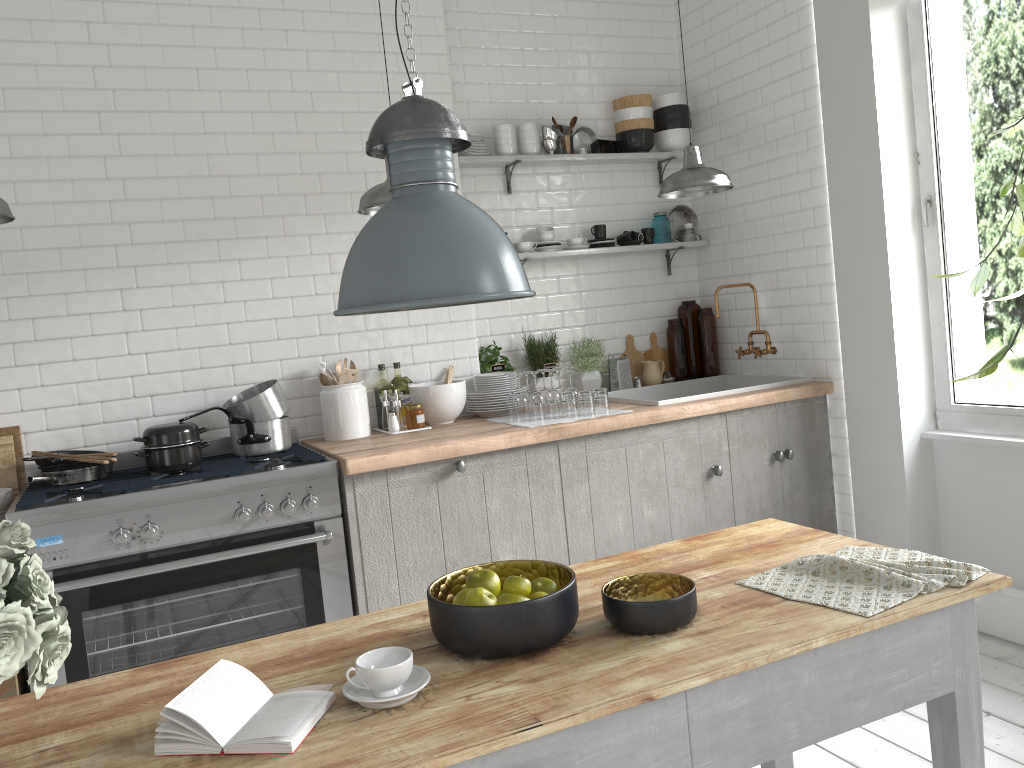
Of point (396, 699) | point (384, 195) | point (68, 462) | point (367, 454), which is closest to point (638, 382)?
point (367, 454)

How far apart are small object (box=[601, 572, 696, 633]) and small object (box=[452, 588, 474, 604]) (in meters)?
0.33

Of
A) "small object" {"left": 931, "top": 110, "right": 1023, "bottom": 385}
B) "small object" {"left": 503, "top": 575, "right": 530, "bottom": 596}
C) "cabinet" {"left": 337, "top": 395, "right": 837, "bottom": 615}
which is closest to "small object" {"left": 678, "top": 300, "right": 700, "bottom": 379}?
"cabinet" {"left": 337, "top": 395, "right": 837, "bottom": 615}

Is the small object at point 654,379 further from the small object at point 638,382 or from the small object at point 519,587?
the small object at point 519,587

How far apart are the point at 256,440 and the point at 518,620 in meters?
2.7 m

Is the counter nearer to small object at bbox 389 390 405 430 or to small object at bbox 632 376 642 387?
small object at bbox 389 390 405 430

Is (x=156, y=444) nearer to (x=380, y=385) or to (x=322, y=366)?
(x=322, y=366)

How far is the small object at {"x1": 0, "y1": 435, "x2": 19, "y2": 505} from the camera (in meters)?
4.21

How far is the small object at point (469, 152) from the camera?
5.3 meters

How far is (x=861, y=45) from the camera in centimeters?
462cm
